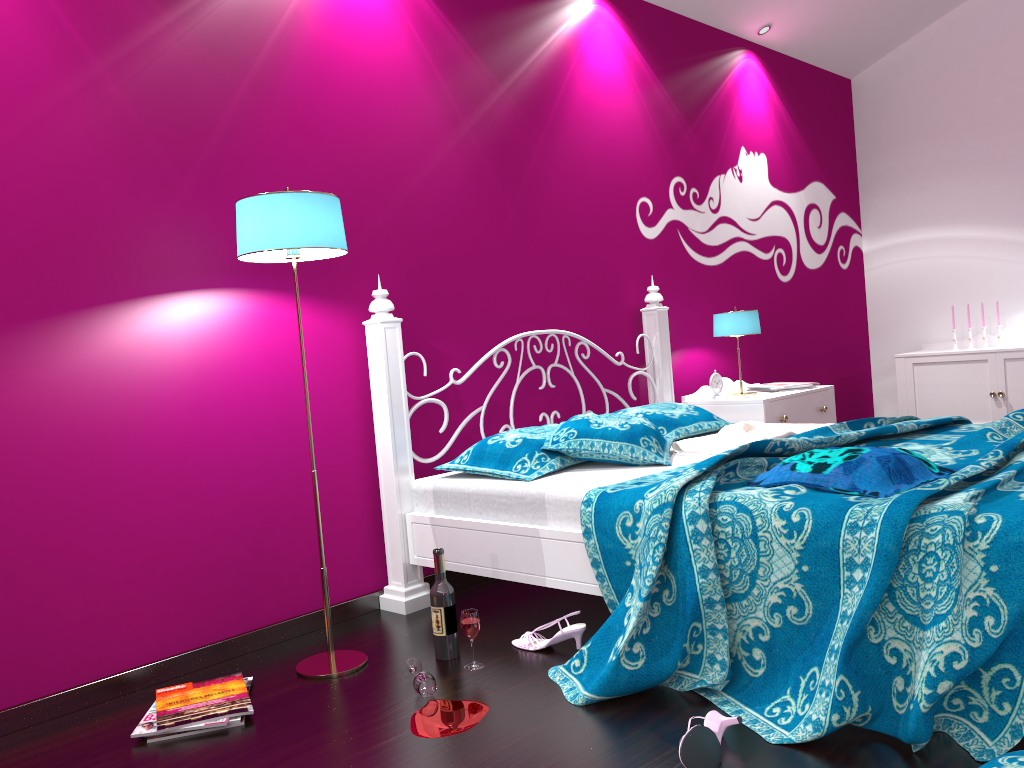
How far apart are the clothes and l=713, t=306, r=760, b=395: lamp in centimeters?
73cm

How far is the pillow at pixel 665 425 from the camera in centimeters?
345cm

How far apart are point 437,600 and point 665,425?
1.34m

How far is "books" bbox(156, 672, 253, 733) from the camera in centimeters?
215cm

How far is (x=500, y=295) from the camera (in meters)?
3.56

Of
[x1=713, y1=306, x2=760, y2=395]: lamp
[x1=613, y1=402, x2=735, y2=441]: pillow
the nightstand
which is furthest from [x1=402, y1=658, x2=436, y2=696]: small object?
[x1=713, y1=306, x2=760, y2=395]: lamp

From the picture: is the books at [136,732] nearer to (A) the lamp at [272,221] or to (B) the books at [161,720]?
(B) the books at [161,720]

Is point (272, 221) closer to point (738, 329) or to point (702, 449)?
point (702, 449)

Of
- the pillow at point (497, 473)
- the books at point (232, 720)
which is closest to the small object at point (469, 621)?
the pillow at point (497, 473)

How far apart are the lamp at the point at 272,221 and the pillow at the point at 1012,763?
1.6m
